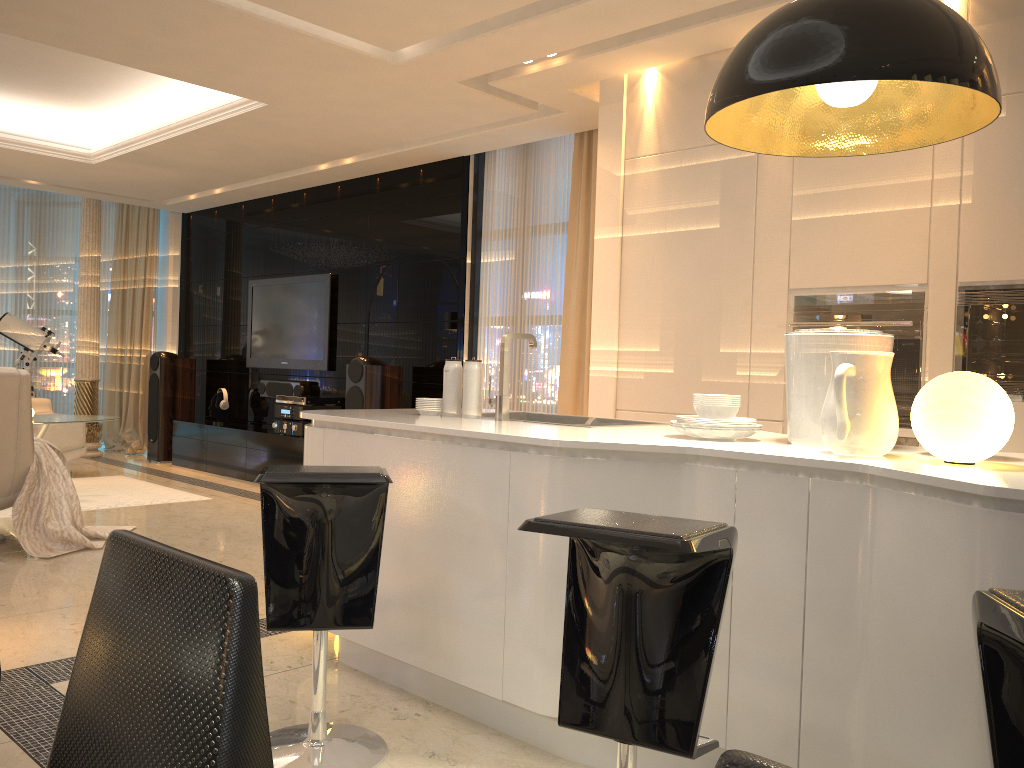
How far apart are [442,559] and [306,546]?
0.5m

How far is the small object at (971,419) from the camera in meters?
1.9 m

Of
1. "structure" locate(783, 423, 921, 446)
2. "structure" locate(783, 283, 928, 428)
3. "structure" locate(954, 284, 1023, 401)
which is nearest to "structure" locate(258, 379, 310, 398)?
"structure" locate(783, 283, 928, 428)

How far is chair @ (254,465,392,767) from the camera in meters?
2.3

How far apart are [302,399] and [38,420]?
1.9m

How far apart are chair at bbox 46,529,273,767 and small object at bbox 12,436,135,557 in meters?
4.1

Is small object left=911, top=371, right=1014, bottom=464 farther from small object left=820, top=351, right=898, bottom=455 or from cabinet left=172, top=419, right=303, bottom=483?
cabinet left=172, top=419, right=303, bottom=483

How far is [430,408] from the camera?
3.25m

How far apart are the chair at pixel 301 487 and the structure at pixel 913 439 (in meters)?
2.29

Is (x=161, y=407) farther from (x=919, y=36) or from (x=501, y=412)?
(x=919, y=36)
